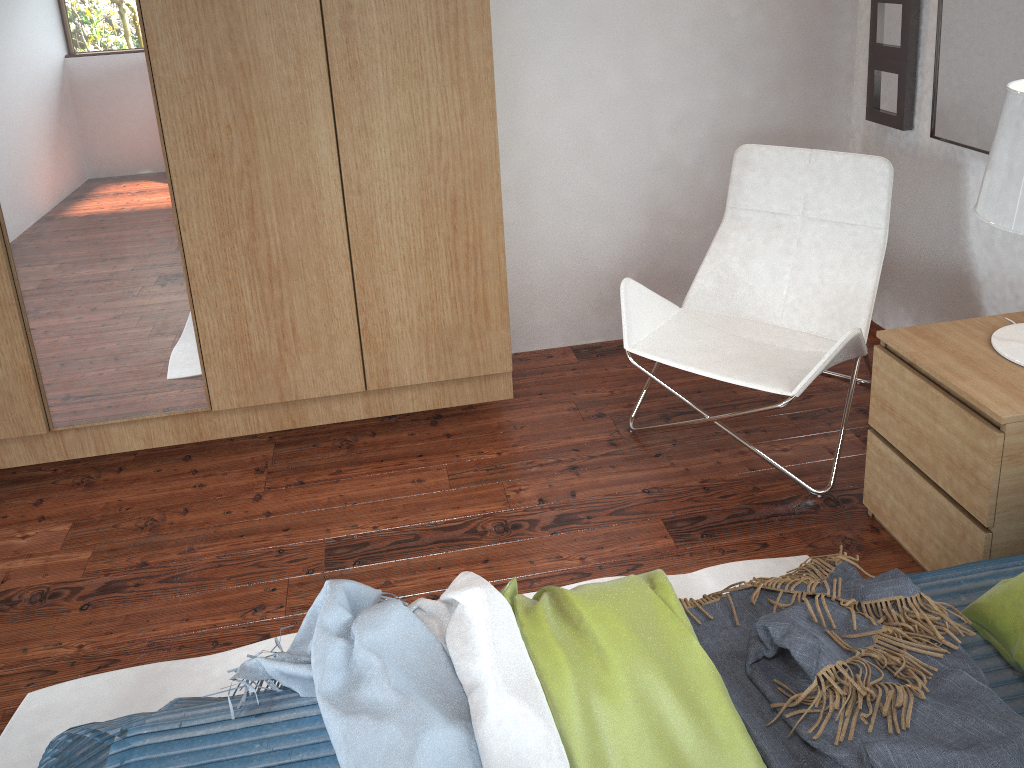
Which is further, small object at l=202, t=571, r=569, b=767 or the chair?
the chair

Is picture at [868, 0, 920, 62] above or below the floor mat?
above

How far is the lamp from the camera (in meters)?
1.73

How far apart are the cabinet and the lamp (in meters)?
1.18

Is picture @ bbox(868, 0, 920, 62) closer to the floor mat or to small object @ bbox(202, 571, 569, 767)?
the floor mat

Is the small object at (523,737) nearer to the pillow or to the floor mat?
the floor mat

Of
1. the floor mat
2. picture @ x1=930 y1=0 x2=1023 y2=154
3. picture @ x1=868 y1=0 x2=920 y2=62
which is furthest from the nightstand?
picture @ x1=868 y1=0 x2=920 y2=62

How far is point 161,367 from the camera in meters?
2.5 m

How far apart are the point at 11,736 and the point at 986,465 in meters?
2.1 m

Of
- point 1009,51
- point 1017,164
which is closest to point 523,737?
point 1017,164
